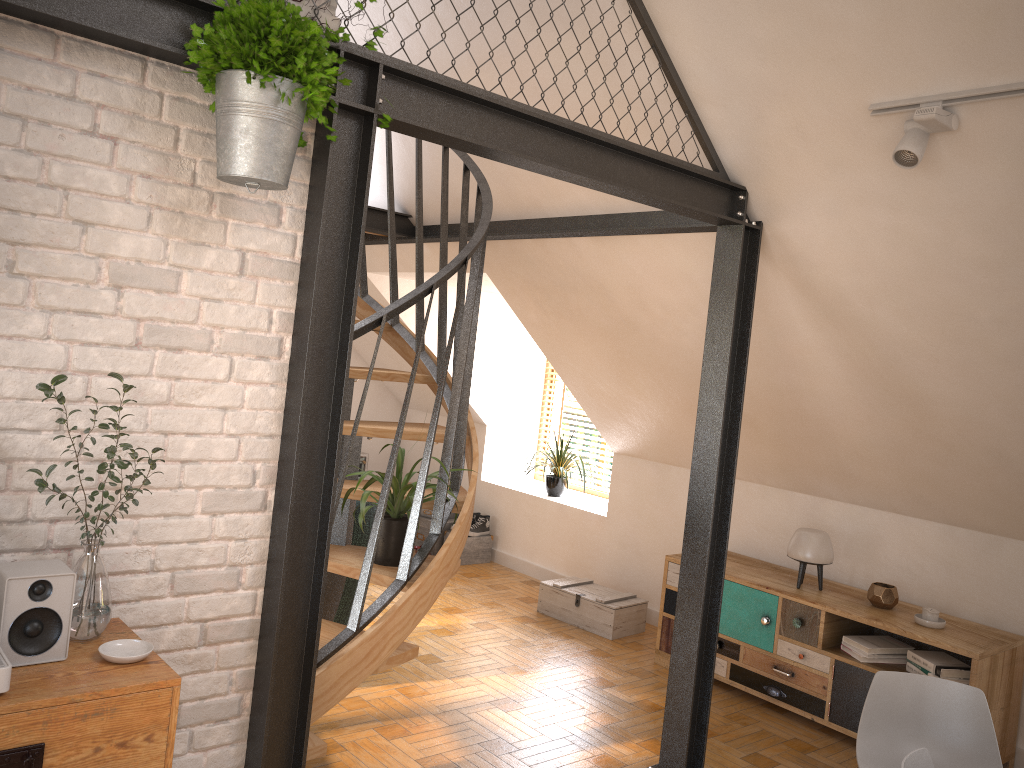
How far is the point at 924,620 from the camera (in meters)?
4.26

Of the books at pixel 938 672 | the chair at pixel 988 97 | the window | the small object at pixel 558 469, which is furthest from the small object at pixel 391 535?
the window

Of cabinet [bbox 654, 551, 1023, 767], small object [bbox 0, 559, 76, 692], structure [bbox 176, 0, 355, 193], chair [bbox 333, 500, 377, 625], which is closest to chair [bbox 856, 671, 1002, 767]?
cabinet [bbox 654, 551, 1023, 767]

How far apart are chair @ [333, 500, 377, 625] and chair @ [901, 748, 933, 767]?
2.75m

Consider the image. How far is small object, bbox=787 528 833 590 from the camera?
4.7m

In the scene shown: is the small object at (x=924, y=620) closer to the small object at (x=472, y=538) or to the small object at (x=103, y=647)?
the small object at (x=472, y=538)

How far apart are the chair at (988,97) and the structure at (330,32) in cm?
163

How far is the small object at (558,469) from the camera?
7.0 meters

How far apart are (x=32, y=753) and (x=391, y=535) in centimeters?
167cm

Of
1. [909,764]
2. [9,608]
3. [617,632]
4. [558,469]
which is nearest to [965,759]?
[909,764]
